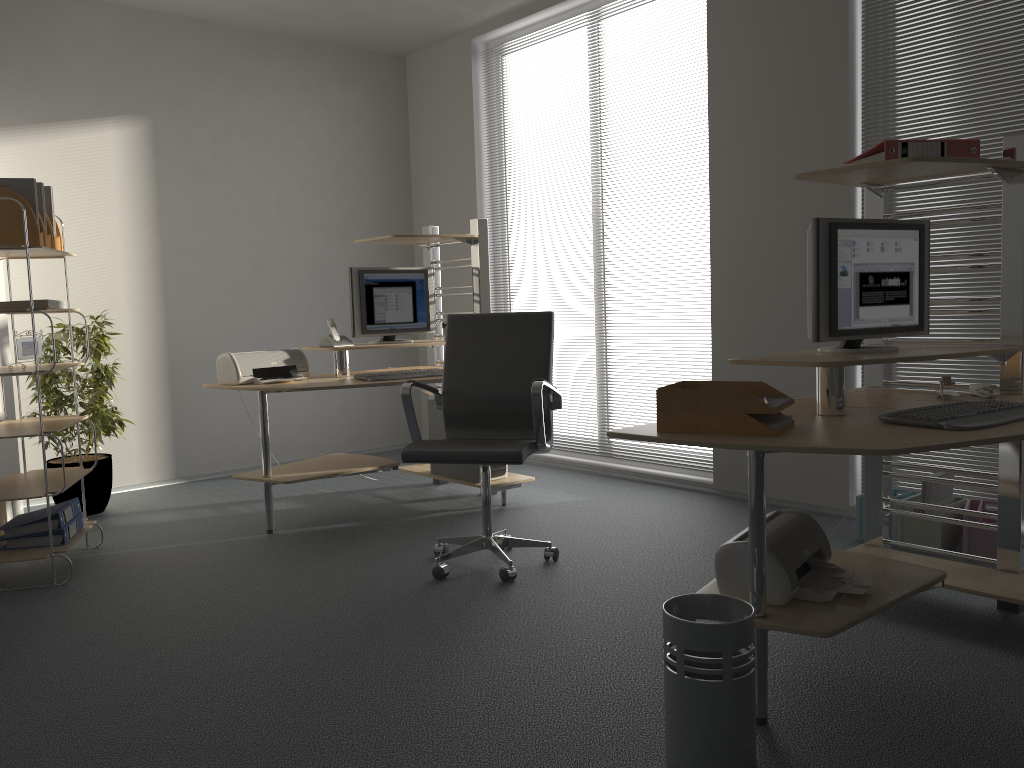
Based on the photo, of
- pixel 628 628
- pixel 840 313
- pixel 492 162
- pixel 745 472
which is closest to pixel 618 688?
pixel 628 628

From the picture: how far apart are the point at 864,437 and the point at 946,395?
0.9 meters

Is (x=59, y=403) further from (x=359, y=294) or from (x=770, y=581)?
(x=770, y=581)

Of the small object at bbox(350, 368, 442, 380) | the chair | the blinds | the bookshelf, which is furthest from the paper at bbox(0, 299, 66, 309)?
the blinds

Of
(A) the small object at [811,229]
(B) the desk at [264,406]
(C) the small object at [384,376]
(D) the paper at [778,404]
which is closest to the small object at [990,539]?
(A) the small object at [811,229]

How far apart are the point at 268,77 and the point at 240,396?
2.2 meters

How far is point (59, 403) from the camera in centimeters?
474cm

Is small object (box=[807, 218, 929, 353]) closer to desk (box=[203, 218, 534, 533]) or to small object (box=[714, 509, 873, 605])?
small object (box=[714, 509, 873, 605])

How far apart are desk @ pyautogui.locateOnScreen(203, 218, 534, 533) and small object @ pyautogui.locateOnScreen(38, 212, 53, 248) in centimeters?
104cm

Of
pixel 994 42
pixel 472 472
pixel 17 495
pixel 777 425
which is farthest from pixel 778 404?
pixel 17 495
